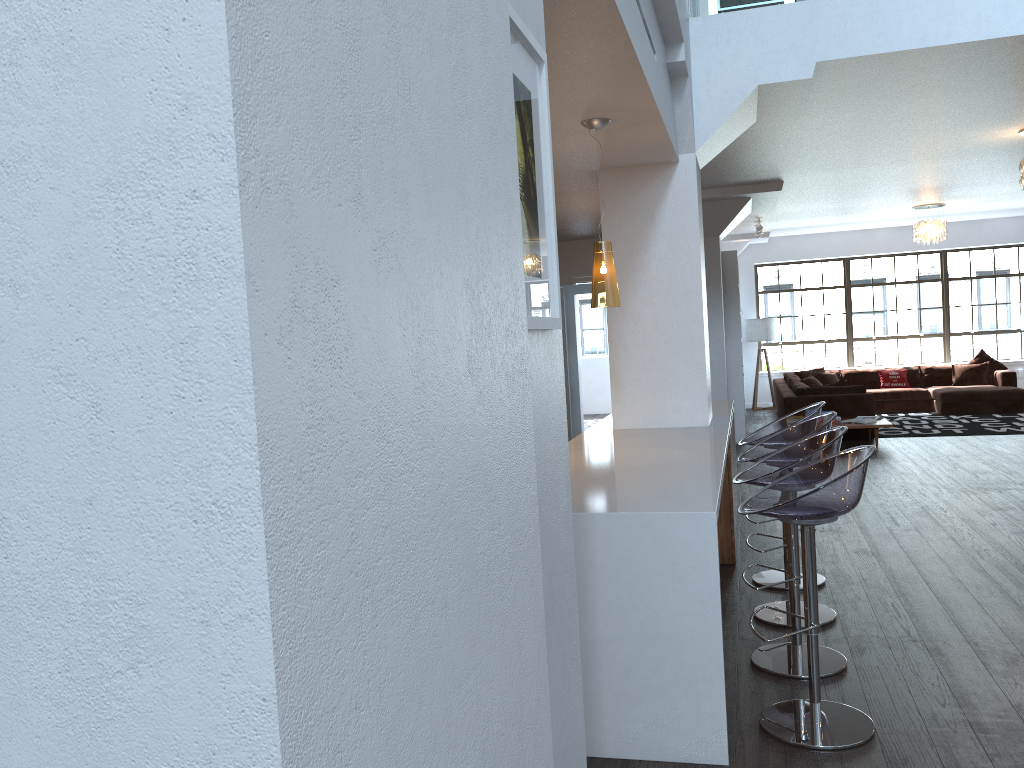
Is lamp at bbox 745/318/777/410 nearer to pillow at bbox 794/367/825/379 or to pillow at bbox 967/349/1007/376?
pillow at bbox 794/367/825/379

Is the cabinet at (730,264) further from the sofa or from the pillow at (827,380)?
the pillow at (827,380)

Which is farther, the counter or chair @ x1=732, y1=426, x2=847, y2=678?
chair @ x1=732, y1=426, x2=847, y2=678

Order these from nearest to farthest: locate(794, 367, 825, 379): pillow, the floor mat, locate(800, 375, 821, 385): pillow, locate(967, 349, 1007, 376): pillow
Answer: the floor mat → locate(800, 375, 821, 385): pillow → locate(967, 349, 1007, 376): pillow → locate(794, 367, 825, 379): pillow

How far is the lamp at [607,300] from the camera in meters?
4.3 m

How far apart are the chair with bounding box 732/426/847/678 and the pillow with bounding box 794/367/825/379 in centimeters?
1090cm

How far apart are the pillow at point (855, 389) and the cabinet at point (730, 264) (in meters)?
0.91

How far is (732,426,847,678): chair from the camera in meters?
3.6 m

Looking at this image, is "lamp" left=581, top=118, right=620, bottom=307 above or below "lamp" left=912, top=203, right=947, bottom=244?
below

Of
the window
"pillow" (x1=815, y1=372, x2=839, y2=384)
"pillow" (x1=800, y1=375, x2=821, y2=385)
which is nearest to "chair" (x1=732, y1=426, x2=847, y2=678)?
"pillow" (x1=800, y1=375, x2=821, y2=385)
